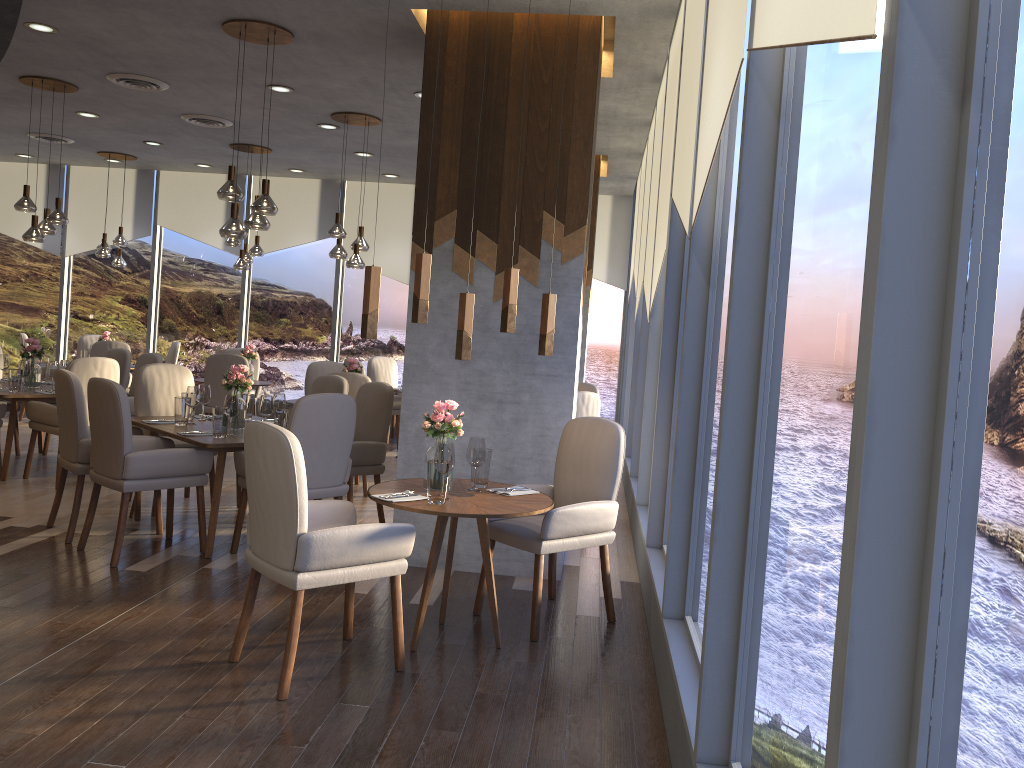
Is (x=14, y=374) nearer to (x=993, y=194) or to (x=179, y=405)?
(x=179, y=405)

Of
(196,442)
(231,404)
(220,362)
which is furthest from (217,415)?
(220,362)

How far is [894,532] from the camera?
1.14m

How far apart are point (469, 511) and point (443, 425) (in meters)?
0.50

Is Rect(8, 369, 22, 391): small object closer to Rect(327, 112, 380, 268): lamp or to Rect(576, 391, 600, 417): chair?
Rect(327, 112, 380, 268): lamp

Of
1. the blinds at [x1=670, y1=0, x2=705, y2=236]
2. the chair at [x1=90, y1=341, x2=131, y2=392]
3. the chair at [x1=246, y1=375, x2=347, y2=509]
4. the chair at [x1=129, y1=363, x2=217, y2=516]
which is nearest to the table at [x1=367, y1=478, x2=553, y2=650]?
the blinds at [x1=670, y1=0, x2=705, y2=236]

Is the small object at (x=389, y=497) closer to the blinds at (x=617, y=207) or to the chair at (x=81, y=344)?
the blinds at (x=617, y=207)

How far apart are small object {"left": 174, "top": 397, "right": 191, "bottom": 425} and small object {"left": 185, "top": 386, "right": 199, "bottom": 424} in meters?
0.1 m

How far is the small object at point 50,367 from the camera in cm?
716

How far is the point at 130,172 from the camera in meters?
11.6
